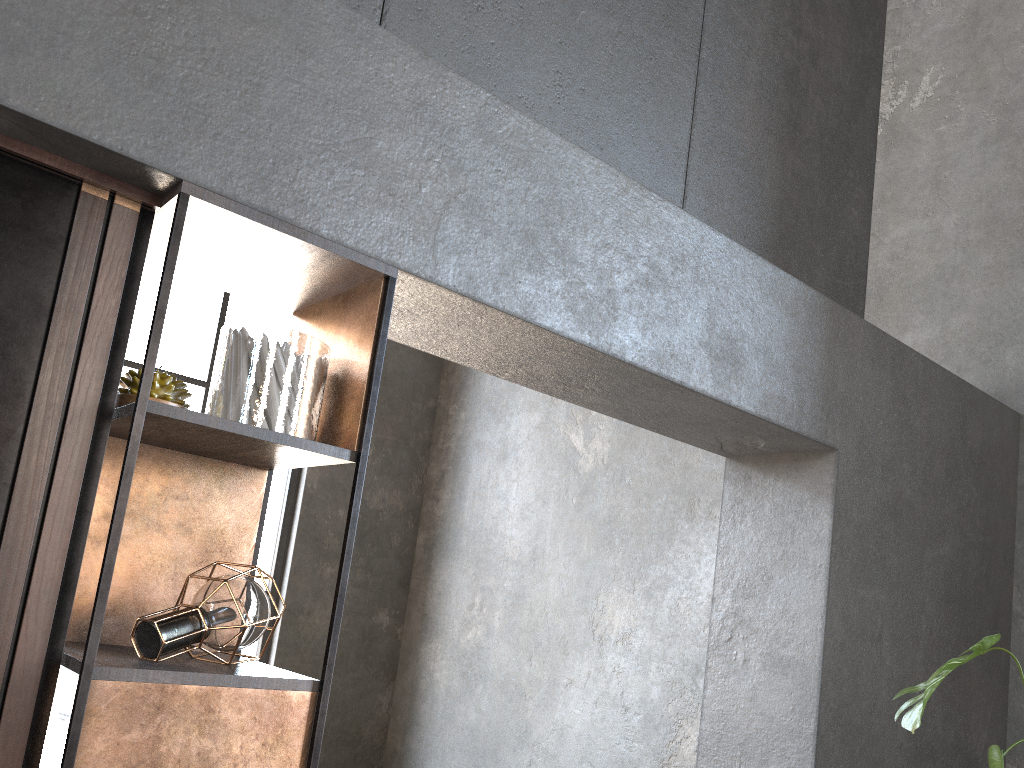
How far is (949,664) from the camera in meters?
1.9 m

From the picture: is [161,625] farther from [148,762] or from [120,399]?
[120,399]

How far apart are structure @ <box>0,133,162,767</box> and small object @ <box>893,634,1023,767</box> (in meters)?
1.66

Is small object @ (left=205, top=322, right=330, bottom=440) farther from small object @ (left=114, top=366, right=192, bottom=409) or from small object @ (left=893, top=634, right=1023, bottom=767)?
small object @ (left=893, top=634, right=1023, bottom=767)

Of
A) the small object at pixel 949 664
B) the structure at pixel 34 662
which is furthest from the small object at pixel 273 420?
the small object at pixel 949 664

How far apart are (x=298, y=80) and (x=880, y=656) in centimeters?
237cm

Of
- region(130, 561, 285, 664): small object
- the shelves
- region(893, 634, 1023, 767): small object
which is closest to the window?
the shelves

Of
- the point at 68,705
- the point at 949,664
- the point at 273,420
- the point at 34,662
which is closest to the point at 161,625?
the point at 34,662

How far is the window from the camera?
5.2 meters

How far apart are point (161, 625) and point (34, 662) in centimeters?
20cm
